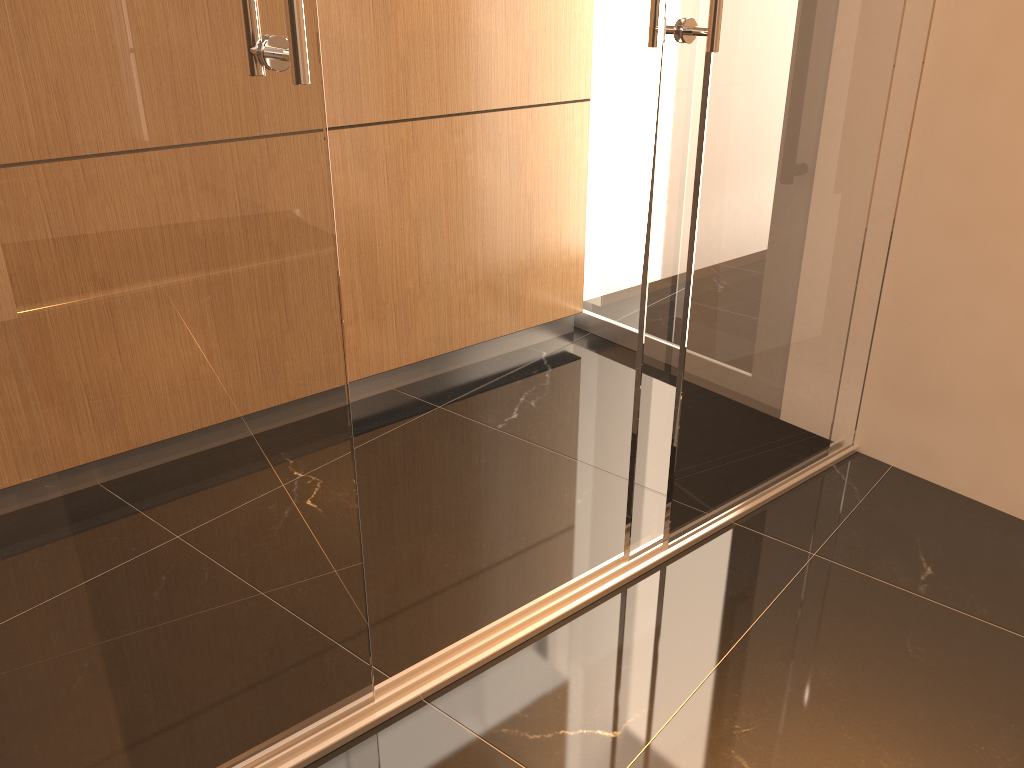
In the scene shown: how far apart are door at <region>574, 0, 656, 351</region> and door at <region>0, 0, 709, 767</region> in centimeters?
135cm

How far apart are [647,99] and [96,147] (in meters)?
2.35

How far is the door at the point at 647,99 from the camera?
3.1m

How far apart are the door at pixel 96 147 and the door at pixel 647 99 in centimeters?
135cm

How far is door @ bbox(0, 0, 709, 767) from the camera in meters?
1.1 m

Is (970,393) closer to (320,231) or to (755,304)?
(755,304)

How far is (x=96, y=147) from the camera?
1.1 meters

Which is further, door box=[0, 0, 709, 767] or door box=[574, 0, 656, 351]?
door box=[574, 0, 656, 351]
